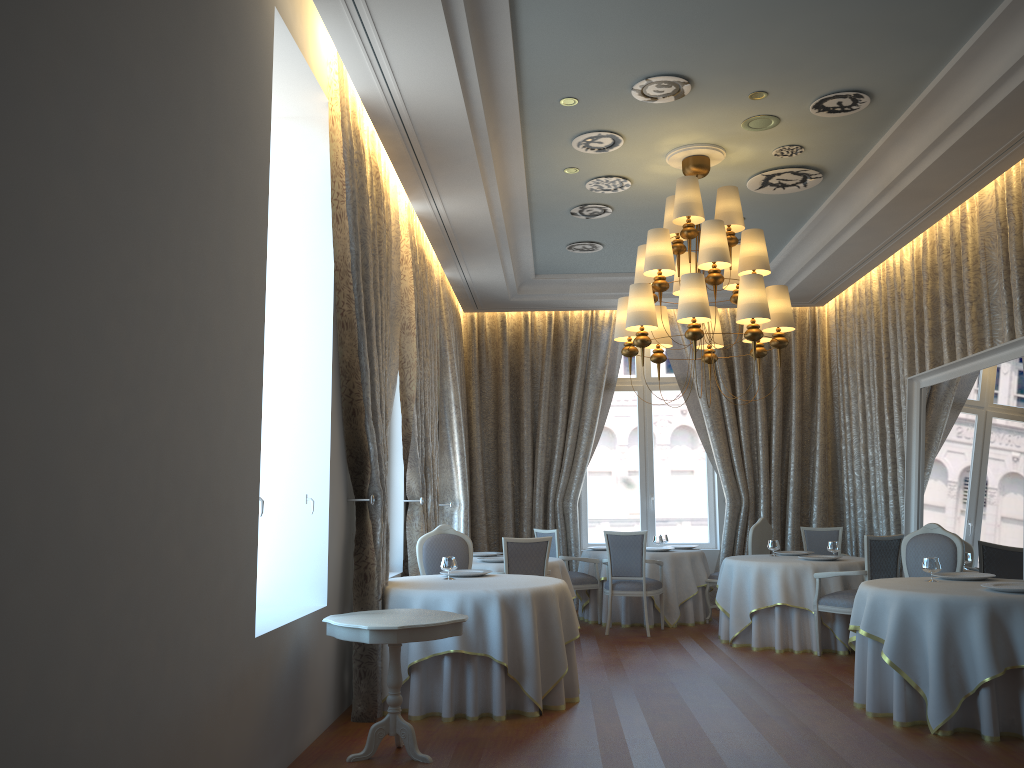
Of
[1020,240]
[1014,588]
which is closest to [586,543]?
[1020,240]

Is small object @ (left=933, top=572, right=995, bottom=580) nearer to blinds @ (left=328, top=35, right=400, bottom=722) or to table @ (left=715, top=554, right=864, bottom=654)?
table @ (left=715, top=554, right=864, bottom=654)

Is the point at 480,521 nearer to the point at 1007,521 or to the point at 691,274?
the point at 691,274

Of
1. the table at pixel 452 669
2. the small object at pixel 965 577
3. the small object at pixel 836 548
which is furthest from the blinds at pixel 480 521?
the small object at pixel 965 577

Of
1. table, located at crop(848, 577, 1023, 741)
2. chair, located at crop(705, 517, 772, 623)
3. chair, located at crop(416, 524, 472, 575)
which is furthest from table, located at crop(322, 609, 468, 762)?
chair, located at crop(705, 517, 772, 623)

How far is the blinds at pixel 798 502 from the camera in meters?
11.7 m

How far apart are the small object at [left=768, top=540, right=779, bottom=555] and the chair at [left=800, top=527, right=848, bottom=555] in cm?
143

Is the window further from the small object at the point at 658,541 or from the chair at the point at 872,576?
the chair at the point at 872,576

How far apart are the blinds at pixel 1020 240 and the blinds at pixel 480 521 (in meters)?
5.27

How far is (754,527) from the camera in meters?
10.1 m
